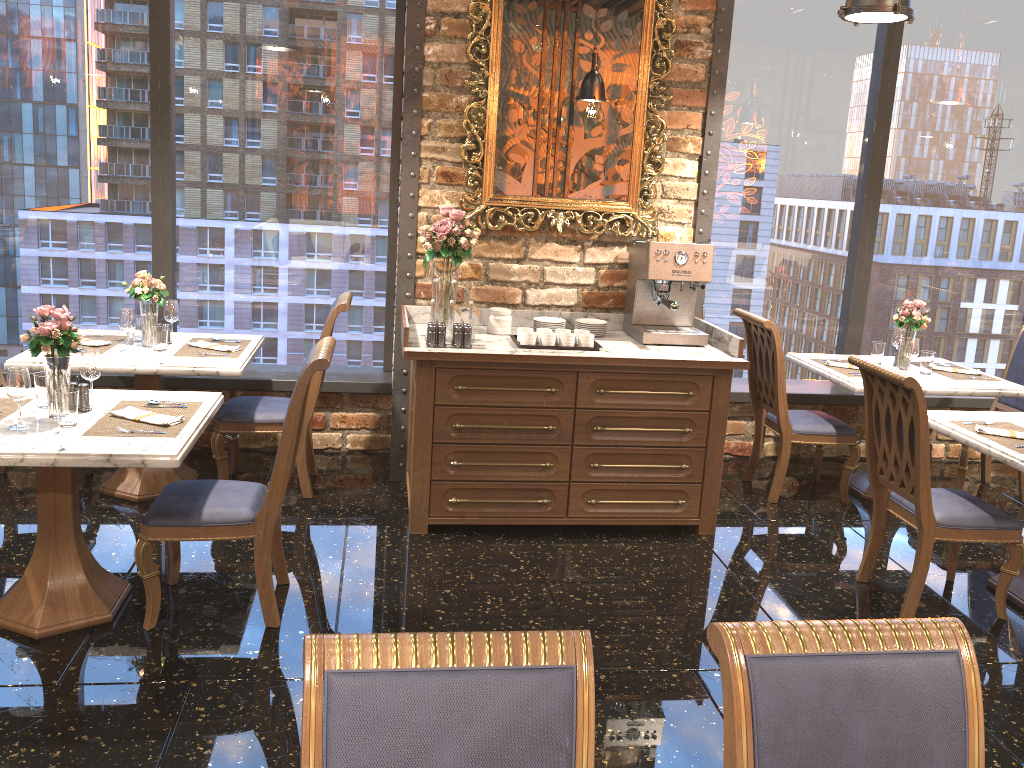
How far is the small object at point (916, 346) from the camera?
5.0 meters

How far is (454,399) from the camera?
4.2m

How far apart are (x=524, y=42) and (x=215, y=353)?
2.3 meters

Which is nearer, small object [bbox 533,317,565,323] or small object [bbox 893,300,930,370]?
small object [bbox 533,317,565,323]

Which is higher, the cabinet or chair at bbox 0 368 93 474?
the cabinet

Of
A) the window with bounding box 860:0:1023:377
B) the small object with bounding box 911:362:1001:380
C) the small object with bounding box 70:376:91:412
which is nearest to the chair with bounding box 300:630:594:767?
the small object with bounding box 70:376:91:412

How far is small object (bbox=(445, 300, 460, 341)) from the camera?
4.4 meters

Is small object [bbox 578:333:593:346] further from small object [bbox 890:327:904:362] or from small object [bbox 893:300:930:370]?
small object [bbox 890:327:904:362]

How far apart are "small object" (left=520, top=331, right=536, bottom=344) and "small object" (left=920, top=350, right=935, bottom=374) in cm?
238

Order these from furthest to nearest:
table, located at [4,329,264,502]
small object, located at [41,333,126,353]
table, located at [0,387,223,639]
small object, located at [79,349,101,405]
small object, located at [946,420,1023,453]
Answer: small object, located at [41,333,126,353] < table, located at [4,329,264,502] < small object, located at [946,420,1023,453] < small object, located at [79,349,101,405] < table, located at [0,387,223,639]
